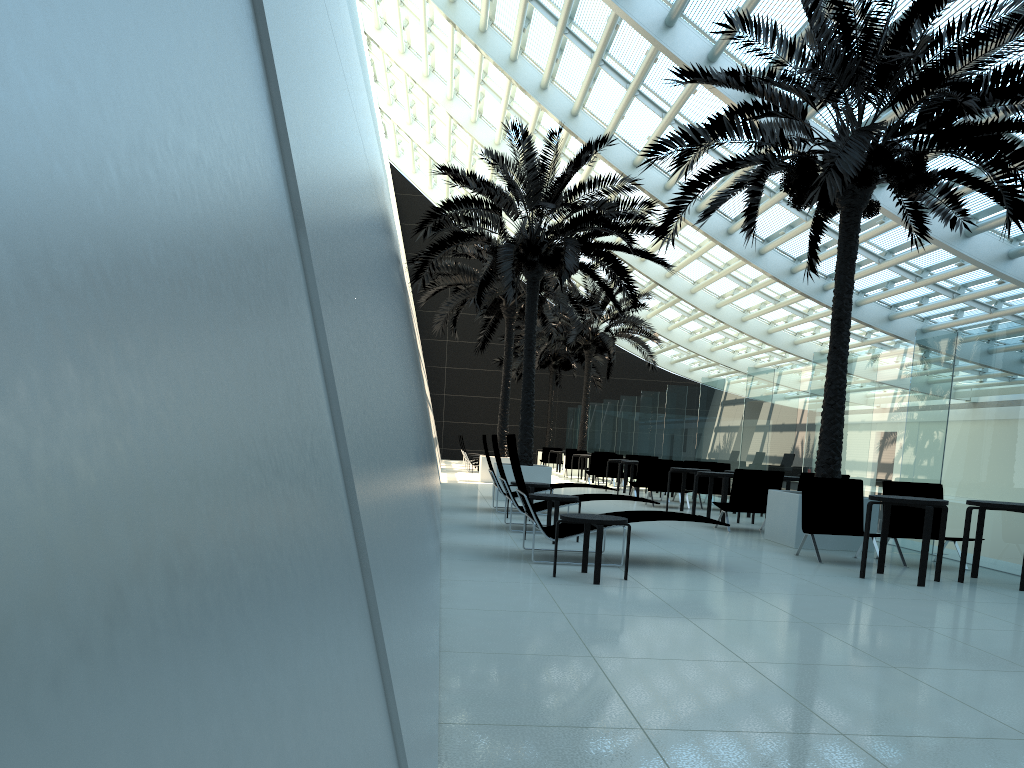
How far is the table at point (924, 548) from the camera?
7.66m

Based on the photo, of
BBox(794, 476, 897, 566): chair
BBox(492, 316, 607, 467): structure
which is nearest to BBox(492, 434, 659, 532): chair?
BBox(794, 476, 897, 566): chair

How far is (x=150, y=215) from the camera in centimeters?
81cm

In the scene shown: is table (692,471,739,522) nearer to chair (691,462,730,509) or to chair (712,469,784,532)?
chair (712,469,784,532)

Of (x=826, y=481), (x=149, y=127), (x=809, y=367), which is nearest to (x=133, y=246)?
(x=149, y=127)

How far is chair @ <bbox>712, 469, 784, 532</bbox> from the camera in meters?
11.9 m

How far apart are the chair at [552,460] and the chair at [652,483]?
17.0 meters

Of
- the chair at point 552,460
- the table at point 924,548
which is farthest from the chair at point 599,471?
the table at point 924,548

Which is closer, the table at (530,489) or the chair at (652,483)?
the table at (530,489)

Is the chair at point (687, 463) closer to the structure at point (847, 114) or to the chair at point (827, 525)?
the structure at point (847, 114)
